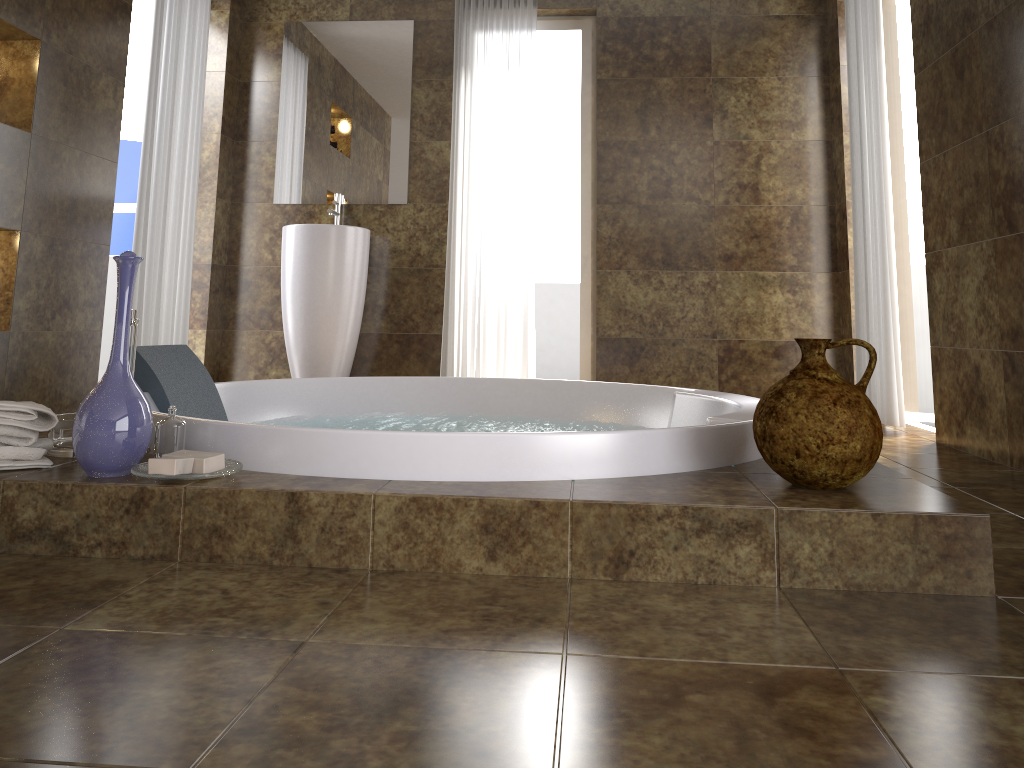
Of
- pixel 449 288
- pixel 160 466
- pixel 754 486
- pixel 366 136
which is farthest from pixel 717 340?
pixel 160 466

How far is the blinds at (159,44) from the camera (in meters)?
3.81

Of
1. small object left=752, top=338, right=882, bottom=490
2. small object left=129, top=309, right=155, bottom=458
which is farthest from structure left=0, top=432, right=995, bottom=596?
small object left=129, top=309, right=155, bottom=458

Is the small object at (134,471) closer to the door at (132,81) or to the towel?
the towel

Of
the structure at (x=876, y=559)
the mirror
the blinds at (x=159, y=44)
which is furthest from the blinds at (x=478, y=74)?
the structure at (x=876, y=559)

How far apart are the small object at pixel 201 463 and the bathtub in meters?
0.1

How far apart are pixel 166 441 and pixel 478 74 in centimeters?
340cm

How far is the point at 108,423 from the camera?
1.6m

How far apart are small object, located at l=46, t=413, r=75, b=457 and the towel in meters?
0.0 m

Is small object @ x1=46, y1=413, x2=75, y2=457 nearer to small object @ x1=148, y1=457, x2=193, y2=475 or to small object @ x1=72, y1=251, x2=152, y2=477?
small object @ x1=72, y1=251, x2=152, y2=477
